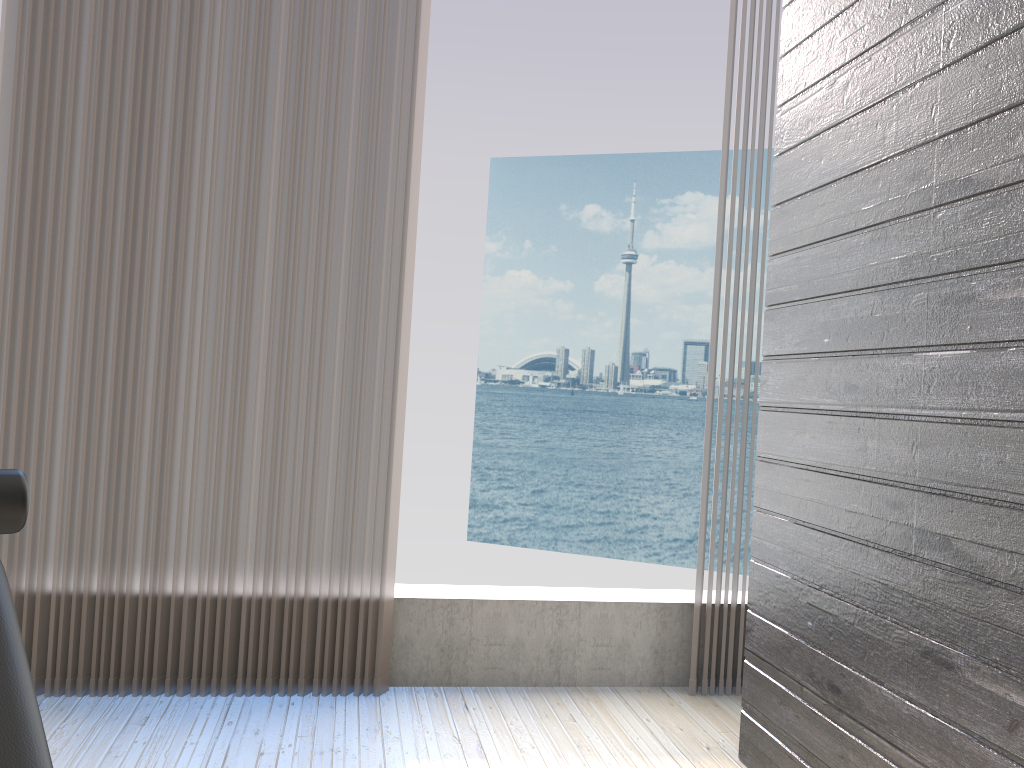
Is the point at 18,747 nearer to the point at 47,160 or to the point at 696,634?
the point at 47,160

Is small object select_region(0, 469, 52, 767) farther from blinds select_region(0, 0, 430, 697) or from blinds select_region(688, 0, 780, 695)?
blinds select_region(688, 0, 780, 695)

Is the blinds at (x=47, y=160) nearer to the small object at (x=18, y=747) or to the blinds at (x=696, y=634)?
the blinds at (x=696, y=634)

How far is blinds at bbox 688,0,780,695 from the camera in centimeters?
269cm

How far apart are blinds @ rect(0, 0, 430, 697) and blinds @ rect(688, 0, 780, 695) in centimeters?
92cm

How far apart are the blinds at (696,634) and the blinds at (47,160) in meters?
0.9

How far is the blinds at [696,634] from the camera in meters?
2.7 m

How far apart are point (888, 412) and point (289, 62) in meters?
1.8

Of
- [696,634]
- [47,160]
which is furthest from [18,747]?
[696,634]

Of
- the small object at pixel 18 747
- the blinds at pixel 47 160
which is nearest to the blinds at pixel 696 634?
the blinds at pixel 47 160
